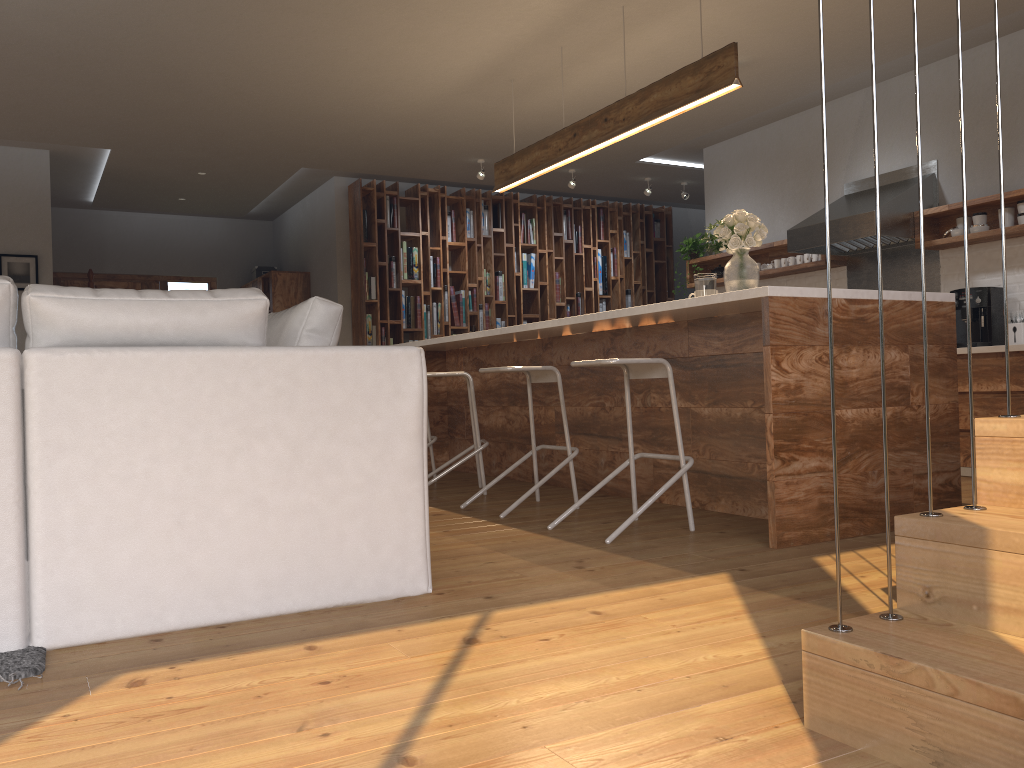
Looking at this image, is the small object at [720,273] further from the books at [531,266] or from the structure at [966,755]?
the books at [531,266]

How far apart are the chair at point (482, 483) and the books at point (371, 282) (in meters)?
3.41

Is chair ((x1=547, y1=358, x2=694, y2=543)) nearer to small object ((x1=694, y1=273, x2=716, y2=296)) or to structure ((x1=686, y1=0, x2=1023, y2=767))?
small object ((x1=694, y1=273, x2=716, y2=296))

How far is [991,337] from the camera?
5.63m

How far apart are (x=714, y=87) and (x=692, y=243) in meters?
3.8 m

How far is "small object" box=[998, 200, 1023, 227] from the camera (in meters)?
5.48

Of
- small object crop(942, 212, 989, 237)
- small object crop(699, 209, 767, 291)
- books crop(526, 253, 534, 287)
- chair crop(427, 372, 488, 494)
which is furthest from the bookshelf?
small object crop(699, 209, 767, 291)

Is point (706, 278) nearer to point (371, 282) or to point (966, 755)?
point (966, 755)

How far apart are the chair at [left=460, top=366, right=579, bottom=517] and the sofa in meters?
1.4

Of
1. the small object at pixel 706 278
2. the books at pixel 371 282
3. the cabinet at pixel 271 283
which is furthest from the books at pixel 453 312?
the small object at pixel 706 278
